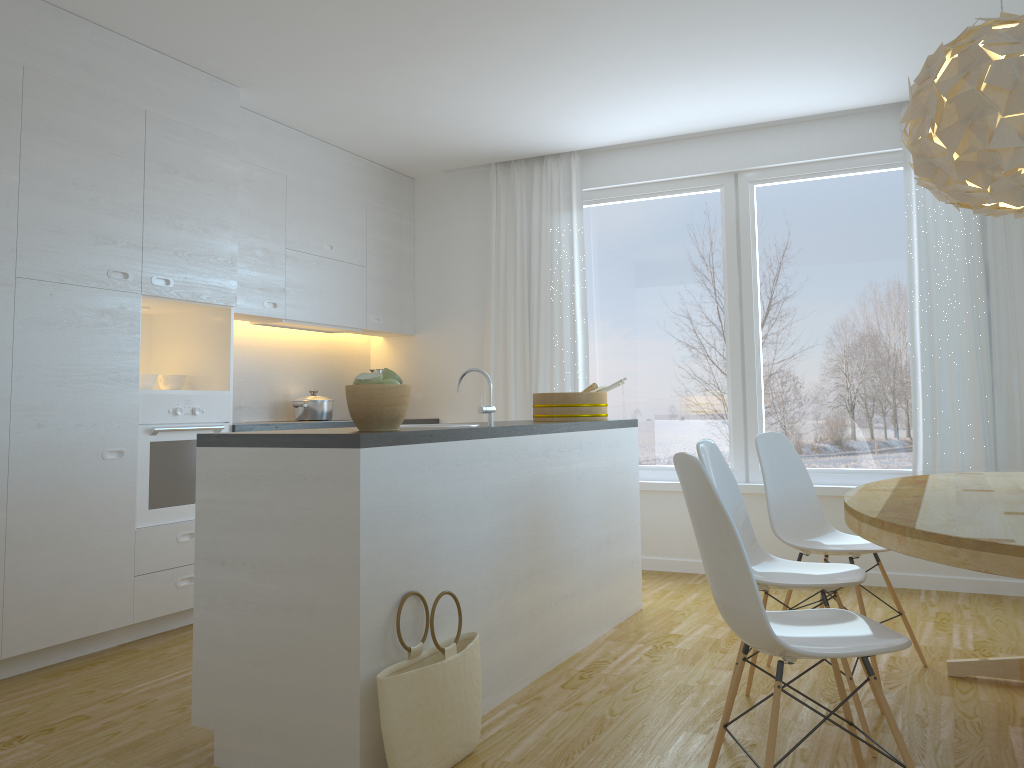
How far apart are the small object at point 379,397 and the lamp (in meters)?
1.74

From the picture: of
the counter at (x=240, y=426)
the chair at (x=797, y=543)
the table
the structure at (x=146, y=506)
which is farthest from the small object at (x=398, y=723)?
the counter at (x=240, y=426)

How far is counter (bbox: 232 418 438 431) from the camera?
4.5m

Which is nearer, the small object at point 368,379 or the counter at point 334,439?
the counter at point 334,439

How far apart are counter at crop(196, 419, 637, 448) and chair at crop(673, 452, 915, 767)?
0.8m

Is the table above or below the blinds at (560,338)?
below

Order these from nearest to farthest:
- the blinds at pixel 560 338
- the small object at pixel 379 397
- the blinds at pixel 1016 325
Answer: the small object at pixel 379 397 → the blinds at pixel 1016 325 → the blinds at pixel 560 338

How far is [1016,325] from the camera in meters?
4.7

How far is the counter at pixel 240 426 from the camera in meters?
4.5

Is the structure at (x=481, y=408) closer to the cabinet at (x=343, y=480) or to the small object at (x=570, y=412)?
the cabinet at (x=343, y=480)
